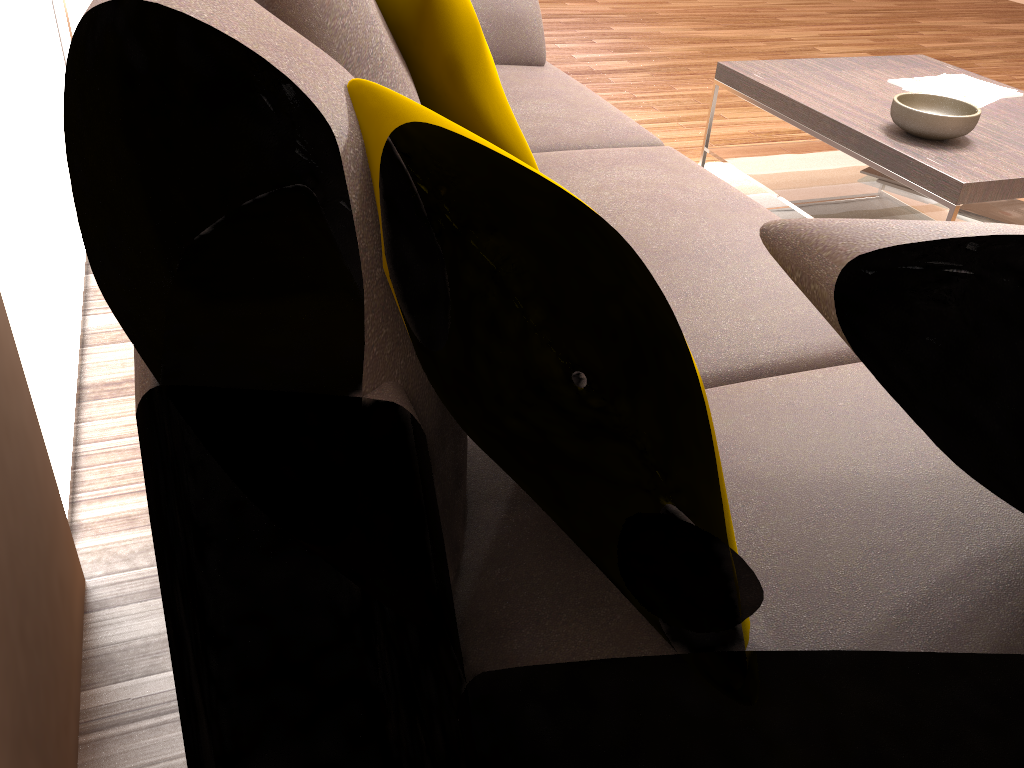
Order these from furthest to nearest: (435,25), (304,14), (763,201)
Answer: (763,201), (435,25), (304,14)

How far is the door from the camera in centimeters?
295cm

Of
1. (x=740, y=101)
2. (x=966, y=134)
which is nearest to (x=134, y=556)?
(x=966, y=134)

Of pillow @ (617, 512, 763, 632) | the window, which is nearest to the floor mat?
the window

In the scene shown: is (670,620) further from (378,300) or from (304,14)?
(304,14)

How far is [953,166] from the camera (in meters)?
2.17

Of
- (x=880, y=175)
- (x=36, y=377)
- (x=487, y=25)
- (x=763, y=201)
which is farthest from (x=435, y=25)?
(x=763, y=201)

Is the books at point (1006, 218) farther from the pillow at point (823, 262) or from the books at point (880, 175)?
the pillow at point (823, 262)

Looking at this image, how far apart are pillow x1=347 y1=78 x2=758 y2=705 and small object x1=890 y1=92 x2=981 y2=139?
1.5m

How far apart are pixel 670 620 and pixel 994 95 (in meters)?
2.56
